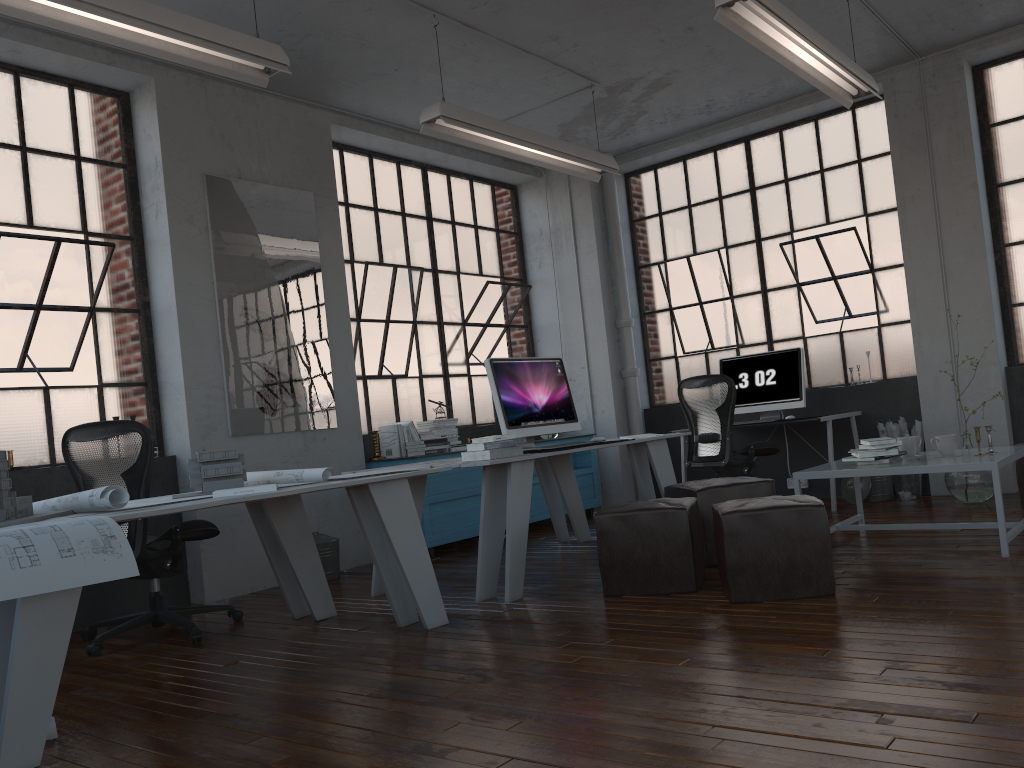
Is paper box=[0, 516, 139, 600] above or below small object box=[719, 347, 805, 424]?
below

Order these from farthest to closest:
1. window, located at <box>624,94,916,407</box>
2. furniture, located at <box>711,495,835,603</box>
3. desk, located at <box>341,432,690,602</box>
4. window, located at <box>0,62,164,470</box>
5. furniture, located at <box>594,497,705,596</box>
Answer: window, located at <box>624,94,916,407</box>
window, located at <box>0,62,164,470</box>
desk, located at <box>341,432,690,602</box>
furniture, located at <box>594,497,705,596</box>
furniture, located at <box>711,495,835,603</box>

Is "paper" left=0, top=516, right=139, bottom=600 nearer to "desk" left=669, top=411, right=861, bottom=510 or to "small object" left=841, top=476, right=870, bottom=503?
"desk" left=669, top=411, right=861, bottom=510

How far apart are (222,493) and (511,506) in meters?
1.5 m

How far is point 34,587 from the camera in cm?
244

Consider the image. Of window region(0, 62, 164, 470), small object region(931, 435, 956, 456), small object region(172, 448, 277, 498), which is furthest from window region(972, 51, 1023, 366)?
window region(0, 62, 164, 470)

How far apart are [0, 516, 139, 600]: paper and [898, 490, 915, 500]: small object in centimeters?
559cm

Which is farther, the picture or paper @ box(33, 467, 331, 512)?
the picture

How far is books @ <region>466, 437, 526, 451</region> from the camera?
4.5m

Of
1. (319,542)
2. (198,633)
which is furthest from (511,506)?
(319,542)
